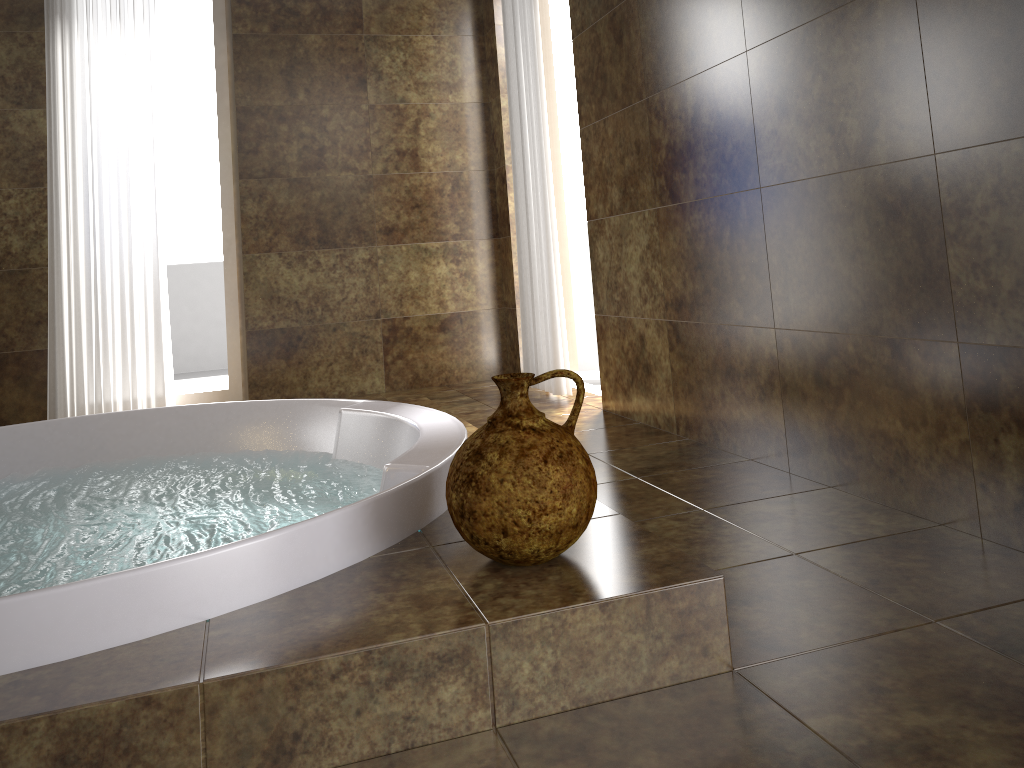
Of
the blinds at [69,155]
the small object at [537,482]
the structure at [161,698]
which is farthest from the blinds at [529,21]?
the small object at [537,482]

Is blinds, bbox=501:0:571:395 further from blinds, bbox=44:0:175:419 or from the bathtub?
blinds, bbox=44:0:175:419

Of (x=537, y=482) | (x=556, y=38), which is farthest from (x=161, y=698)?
(x=556, y=38)

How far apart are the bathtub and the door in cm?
188

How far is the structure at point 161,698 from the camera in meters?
1.0 m

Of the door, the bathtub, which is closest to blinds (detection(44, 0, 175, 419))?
the bathtub

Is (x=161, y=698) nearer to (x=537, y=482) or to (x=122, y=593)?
(x=122, y=593)

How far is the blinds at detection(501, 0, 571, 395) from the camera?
3.5m

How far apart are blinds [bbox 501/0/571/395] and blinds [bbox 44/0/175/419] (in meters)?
1.58

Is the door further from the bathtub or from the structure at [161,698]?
the bathtub
